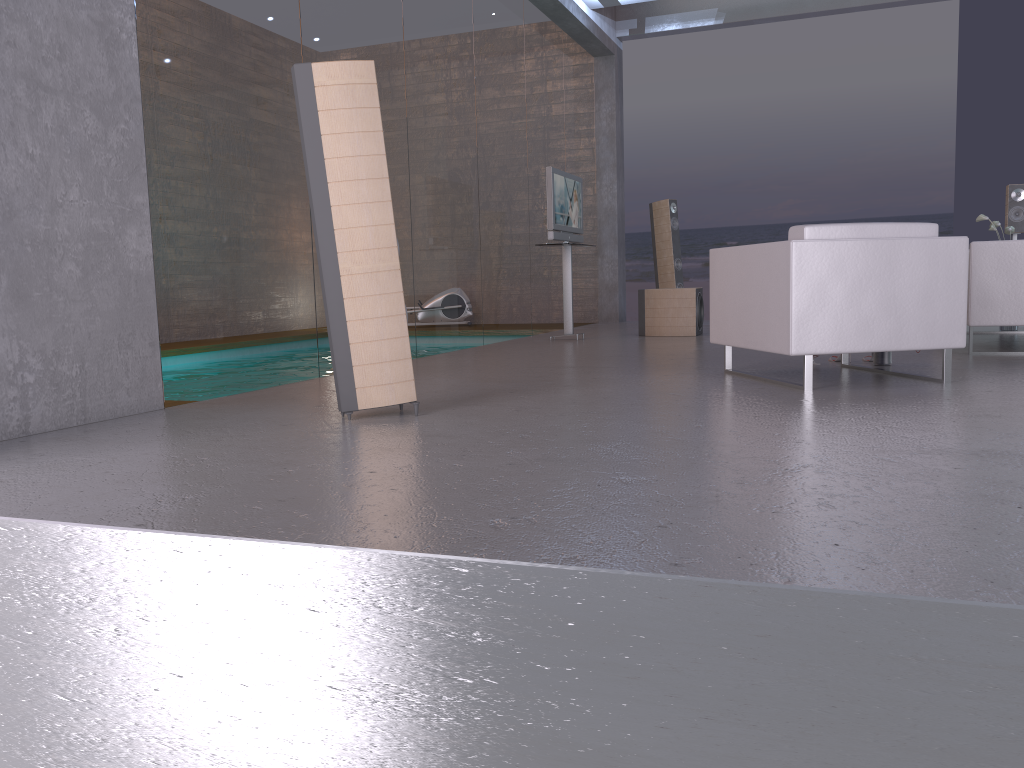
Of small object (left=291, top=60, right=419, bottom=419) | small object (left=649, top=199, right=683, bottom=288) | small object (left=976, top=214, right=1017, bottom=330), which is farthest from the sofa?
small object (left=649, top=199, right=683, bottom=288)

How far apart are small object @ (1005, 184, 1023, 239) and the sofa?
3.4 meters

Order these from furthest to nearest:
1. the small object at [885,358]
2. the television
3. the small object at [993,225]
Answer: the television, the small object at [993,225], the small object at [885,358]

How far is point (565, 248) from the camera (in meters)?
8.44

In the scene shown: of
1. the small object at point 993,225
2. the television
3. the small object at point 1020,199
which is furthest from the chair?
the small object at point 1020,199

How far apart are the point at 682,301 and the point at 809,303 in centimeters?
432cm

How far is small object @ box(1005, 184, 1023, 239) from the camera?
8.53m

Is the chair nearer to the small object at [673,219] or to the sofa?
the sofa

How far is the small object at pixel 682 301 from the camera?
8.5 meters

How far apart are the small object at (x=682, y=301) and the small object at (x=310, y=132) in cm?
518
